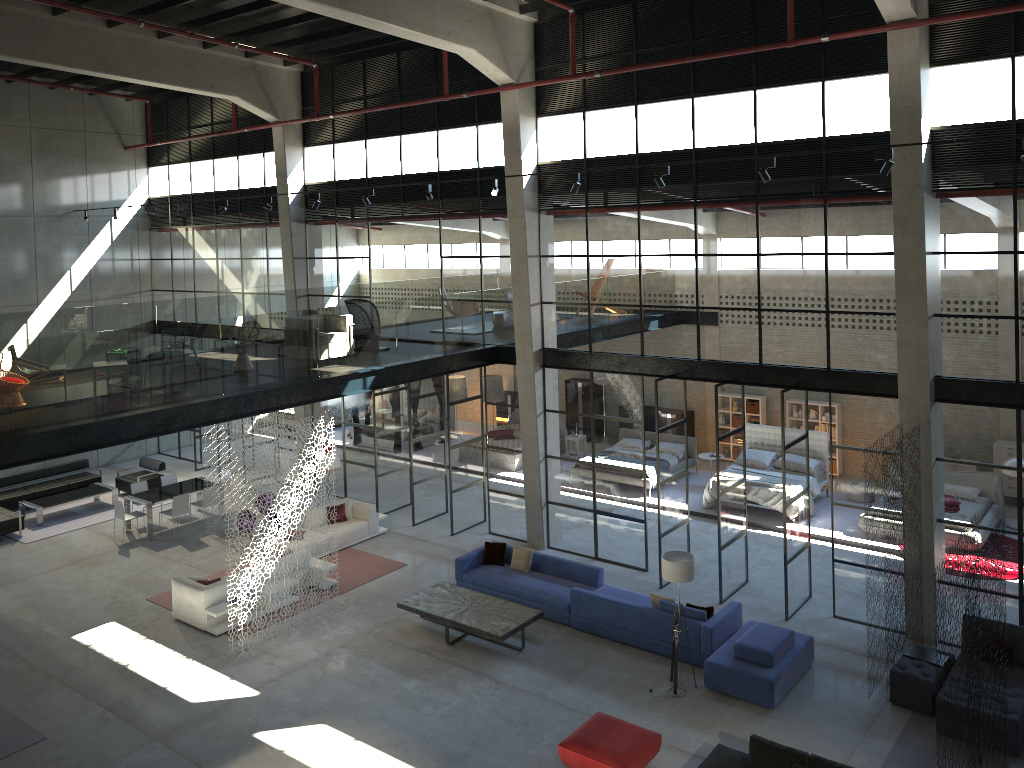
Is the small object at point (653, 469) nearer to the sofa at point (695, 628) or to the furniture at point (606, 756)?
the sofa at point (695, 628)

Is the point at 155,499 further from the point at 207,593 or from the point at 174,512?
the point at 207,593

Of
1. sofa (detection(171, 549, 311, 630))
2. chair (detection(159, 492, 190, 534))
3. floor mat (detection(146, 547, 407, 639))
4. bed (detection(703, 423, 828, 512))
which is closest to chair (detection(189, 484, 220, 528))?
chair (detection(159, 492, 190, 534))

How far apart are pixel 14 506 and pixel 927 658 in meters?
19.1

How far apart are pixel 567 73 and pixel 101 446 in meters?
9.9 m

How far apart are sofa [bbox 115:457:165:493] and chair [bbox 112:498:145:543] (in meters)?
2.79

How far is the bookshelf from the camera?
22.3m

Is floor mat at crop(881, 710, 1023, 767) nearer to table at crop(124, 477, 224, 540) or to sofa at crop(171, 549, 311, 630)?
sofa at crop(171, 549, 311, 630)

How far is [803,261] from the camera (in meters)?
13.50

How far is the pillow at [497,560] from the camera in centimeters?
1556cm
